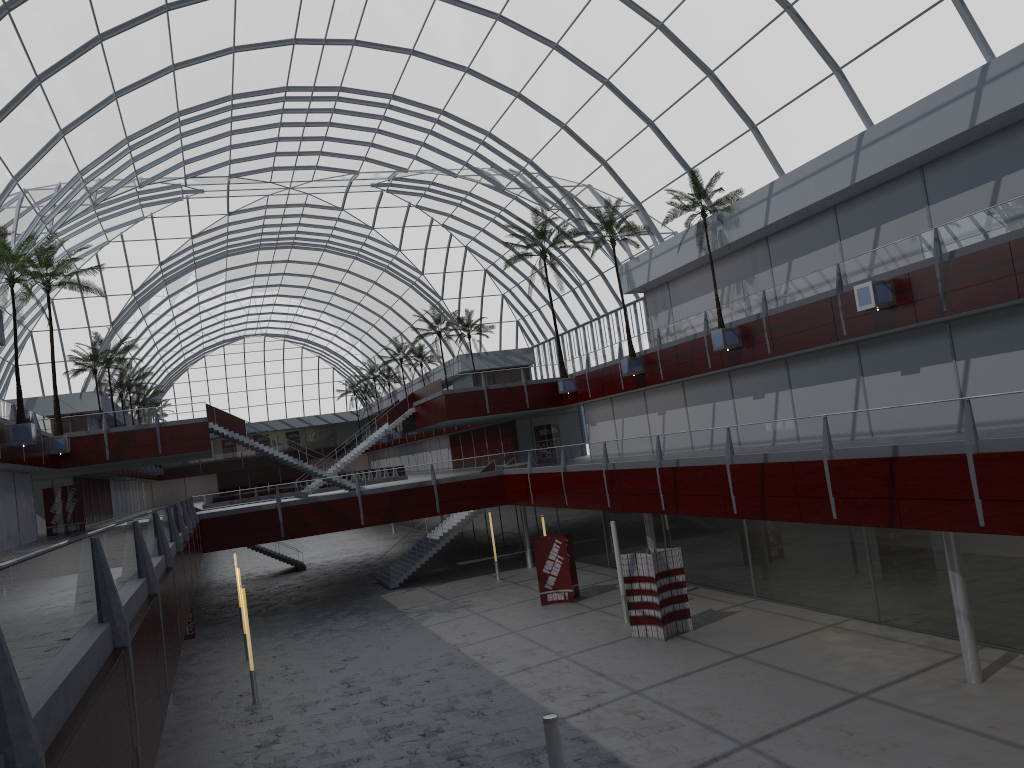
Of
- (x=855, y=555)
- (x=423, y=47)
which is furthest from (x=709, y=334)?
(x=423, y=47)

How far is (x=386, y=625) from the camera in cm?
4355
